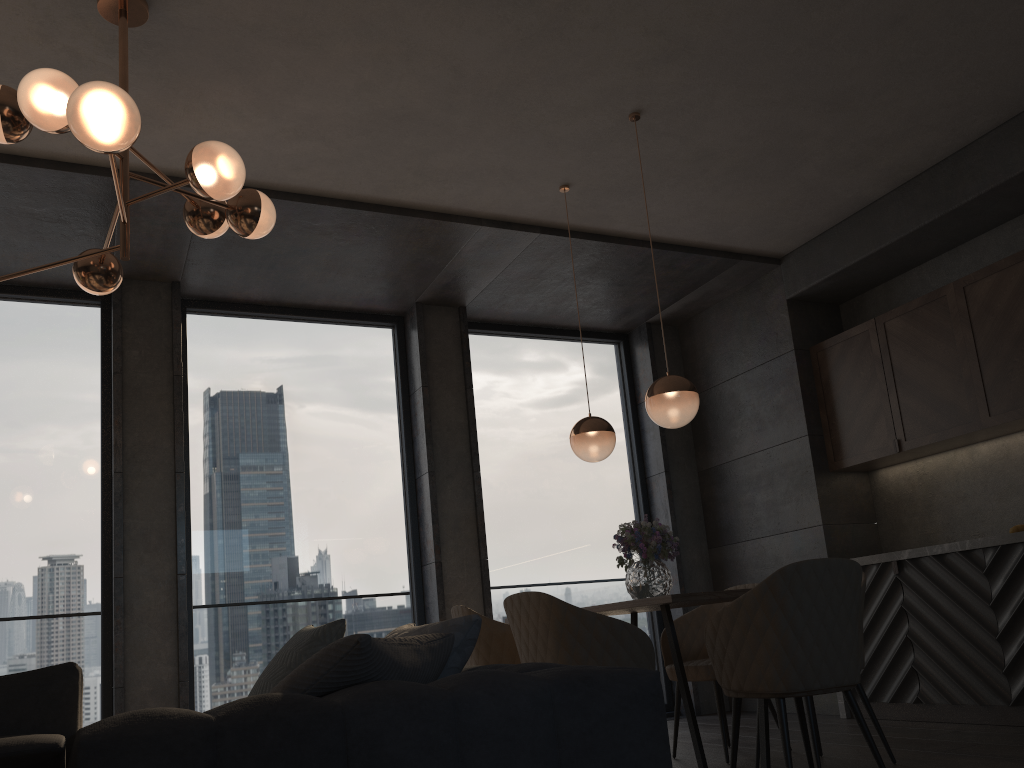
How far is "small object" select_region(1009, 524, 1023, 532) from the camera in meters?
4.5

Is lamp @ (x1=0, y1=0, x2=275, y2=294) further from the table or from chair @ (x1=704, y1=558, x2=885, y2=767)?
chair @ (x1=704, y1=558, x2=885, y2=767)

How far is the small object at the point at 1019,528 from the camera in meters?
4.5

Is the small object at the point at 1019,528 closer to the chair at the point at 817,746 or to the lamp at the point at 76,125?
the chair at the point at 817,746

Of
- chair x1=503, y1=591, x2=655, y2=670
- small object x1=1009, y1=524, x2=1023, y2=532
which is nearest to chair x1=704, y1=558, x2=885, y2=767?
chair x1=503, y1=591, x2=655, y2=670

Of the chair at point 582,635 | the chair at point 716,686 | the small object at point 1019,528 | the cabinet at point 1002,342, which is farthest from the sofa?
the cabinet at point 1002,342

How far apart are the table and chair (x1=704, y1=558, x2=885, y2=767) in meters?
0.1

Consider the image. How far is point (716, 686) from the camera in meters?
4.2 m

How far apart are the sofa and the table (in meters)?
1.18

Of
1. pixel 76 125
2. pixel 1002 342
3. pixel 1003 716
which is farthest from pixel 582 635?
pixel 1002 342
